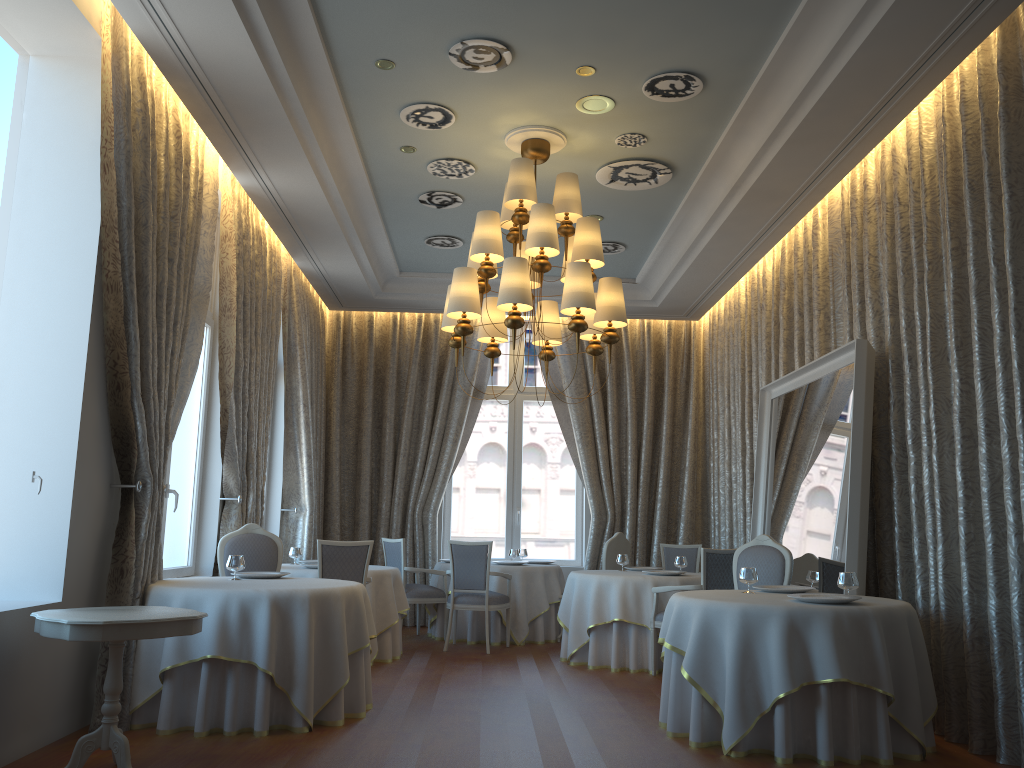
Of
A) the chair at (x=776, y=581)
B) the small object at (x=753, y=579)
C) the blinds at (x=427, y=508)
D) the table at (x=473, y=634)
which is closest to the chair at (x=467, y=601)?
the table at (x=473, y=634)

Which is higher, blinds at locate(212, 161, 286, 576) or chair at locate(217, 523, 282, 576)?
blinds at locate(212, 161, 286, 576)

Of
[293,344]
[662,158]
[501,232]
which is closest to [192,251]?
[293,344]

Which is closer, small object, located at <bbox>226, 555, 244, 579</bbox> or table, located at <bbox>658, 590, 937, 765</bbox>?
table, located at <bbox>658, 590, 937, 765</bbox>

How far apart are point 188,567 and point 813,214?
6.32m

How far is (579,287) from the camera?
6.27m

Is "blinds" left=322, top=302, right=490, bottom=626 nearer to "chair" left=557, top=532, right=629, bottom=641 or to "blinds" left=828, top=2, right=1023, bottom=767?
"chair" left=557, top=532, right=629, bottom=641

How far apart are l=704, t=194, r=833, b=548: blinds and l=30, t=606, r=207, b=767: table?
5.6m

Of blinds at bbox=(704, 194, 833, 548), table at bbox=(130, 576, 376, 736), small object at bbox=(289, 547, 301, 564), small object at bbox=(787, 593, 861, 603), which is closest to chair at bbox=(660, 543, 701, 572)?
blinds at bbox=(704, 194, 833, 548)

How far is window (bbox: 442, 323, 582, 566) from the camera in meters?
11.8
